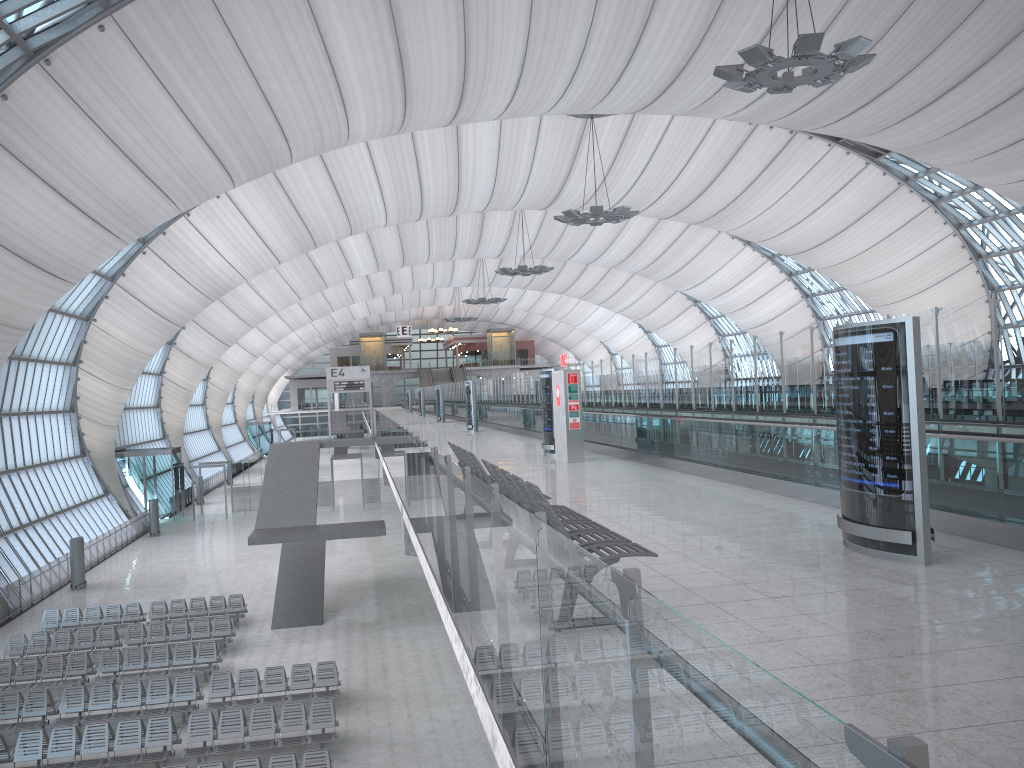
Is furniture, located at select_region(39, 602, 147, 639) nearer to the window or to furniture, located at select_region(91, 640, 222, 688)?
furniture, located at select_region(91, 640, 222, 688)

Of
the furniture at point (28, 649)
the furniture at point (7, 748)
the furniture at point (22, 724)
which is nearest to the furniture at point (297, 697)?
the furniture at point (22, 724)

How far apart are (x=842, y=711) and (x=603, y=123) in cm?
4150

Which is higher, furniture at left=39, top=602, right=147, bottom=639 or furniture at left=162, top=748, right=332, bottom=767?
furniture at left=162, top=748, right=332, bottom=767

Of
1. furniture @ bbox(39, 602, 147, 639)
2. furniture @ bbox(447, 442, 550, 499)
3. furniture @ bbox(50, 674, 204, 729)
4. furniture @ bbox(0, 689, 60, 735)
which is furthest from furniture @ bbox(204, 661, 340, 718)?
furniture @ bbox(447, 442, 550, 499)

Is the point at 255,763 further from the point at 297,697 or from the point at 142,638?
the point at 142,638

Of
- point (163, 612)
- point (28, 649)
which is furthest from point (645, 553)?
point (163, 612)

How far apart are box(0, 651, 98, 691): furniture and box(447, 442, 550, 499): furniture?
14.2m

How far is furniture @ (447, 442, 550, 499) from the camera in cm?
843

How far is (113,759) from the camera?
15.31m
